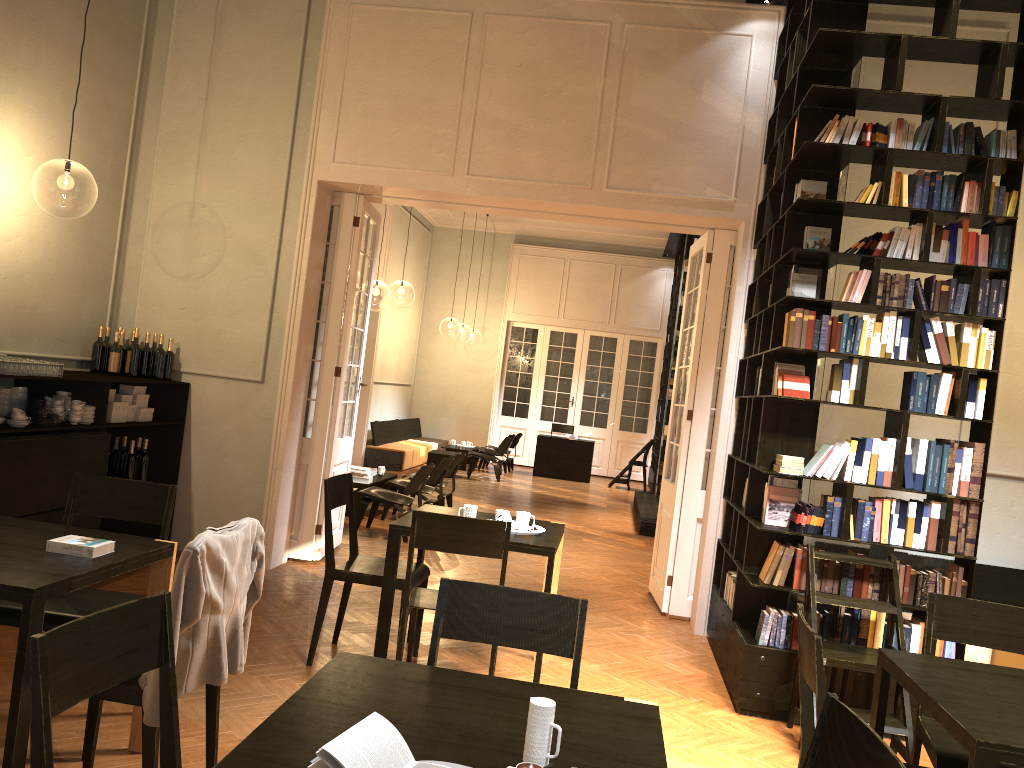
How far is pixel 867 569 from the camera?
5.1 meters

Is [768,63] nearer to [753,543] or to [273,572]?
[753,543]

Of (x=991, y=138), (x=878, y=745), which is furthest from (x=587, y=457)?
(x=878, y=745)

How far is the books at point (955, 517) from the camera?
5.1m

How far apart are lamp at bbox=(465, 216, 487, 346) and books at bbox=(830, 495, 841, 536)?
29.3 meters

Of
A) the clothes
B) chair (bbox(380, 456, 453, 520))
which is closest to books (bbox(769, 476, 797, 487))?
the clothes

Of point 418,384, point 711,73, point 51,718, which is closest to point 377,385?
point 418,384

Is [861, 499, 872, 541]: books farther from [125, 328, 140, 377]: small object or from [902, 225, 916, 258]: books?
[125, 328, 140, 377]: small object

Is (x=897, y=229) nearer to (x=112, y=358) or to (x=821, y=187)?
(x=821, y=187)

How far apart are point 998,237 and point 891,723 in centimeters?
275cm
